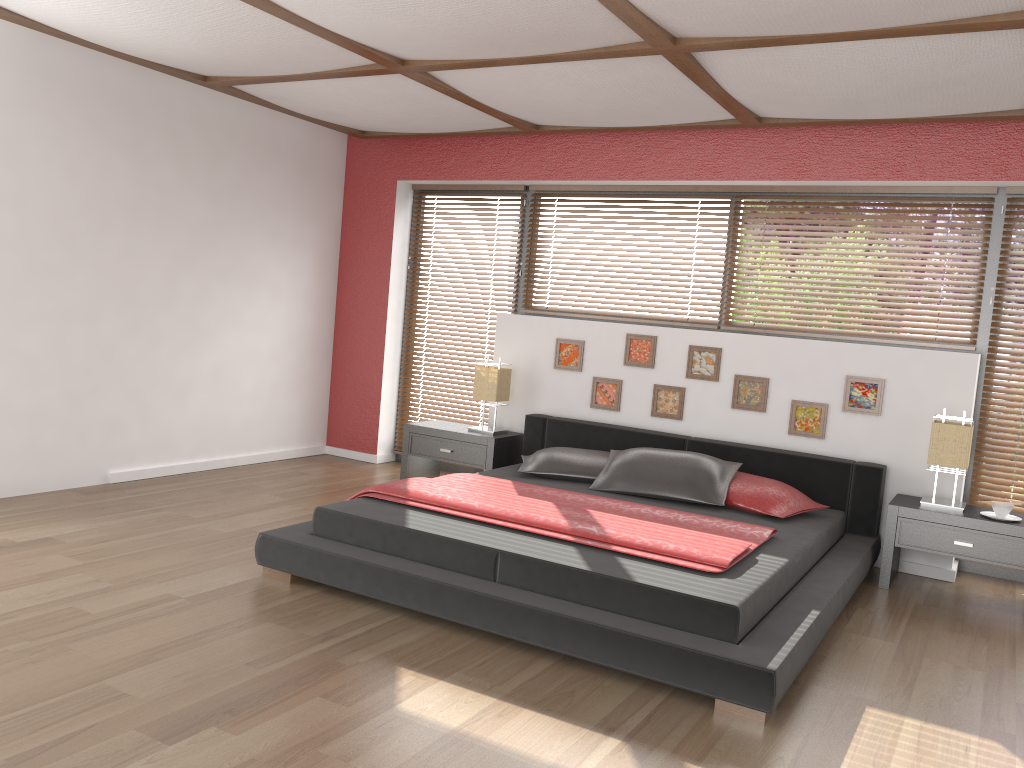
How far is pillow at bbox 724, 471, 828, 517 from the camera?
4.36m

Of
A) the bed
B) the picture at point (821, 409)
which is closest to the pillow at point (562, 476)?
the bed

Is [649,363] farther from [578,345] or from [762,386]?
[762,386]

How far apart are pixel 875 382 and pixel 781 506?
1.00m

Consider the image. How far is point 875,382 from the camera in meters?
4.8

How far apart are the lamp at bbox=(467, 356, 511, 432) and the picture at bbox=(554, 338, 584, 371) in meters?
0.3 m

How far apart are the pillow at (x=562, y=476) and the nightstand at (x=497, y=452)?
0.4 meters

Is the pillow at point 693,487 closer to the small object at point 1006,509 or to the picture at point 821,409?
the picture at point 821,409

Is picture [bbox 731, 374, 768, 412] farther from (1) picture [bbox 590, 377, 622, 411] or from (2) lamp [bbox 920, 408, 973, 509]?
(2) lamp [bbox 920, 408, 973, 509]

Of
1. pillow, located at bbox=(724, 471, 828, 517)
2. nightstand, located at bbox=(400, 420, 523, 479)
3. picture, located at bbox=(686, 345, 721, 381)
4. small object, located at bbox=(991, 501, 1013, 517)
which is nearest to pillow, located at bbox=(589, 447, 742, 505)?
pillow, located at bbox=(724, 471, 828, 517)
